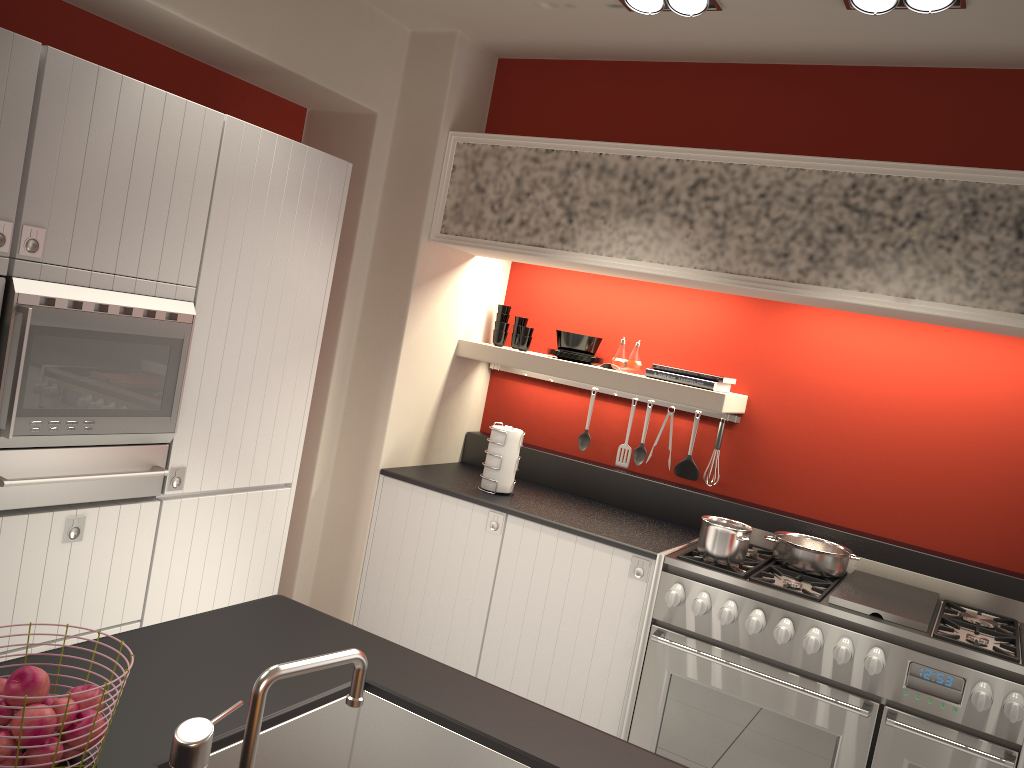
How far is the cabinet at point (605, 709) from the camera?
3.5m

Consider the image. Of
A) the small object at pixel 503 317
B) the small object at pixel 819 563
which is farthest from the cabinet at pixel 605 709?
the small object at pixel 503 317

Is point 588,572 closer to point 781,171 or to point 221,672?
point 781,171

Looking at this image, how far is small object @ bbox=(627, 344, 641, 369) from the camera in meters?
4.2

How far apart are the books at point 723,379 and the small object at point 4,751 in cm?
314

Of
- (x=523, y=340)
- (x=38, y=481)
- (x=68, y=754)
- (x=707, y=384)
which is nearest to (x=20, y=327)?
(x=38, y=481)

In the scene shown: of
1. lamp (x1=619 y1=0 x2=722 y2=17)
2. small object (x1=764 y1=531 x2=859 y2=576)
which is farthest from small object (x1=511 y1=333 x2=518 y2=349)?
lamp (x1=619 y1=0 x2=722 y2=17)

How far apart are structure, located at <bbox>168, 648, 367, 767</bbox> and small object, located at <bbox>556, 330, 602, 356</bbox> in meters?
3.0

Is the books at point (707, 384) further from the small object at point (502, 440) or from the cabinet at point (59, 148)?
the cabinet at point (59, 148)

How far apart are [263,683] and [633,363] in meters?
3.2 m
